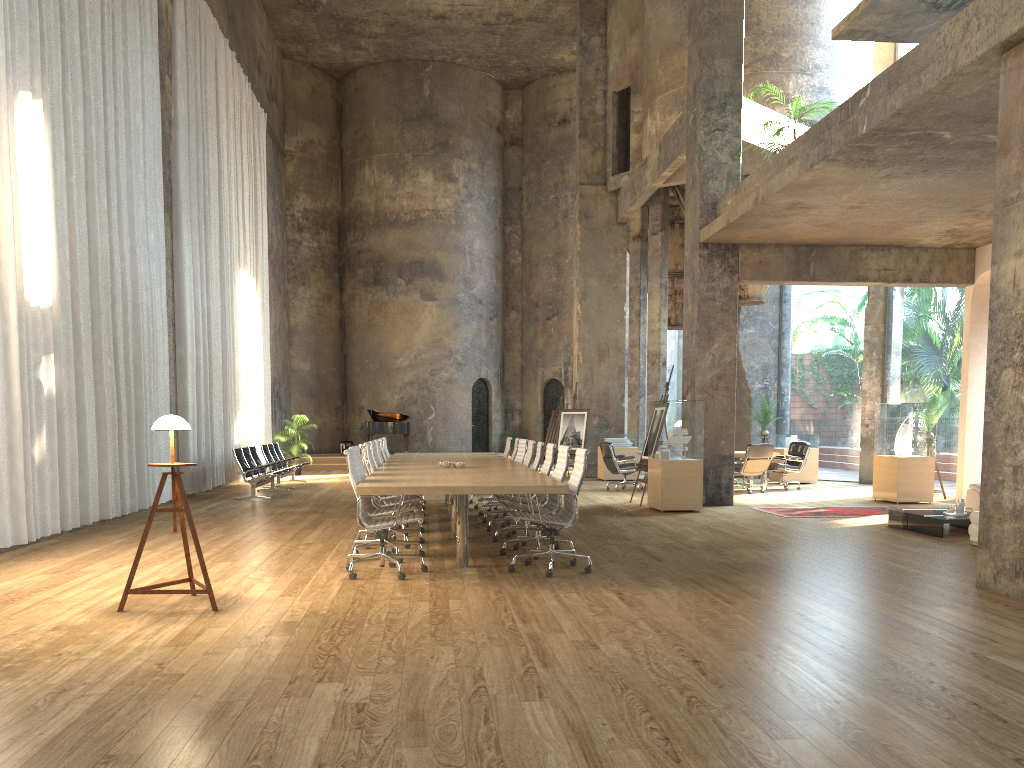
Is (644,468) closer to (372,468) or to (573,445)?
(573,445)

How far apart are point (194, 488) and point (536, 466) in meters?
7.3

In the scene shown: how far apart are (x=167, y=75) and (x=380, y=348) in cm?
1268

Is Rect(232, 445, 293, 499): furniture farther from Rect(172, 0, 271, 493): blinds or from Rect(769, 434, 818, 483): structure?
Rect(769, 434, 818, 483): structure

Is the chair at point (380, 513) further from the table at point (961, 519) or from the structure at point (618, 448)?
the structure at point (618, 448)

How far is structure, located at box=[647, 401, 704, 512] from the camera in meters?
12.1

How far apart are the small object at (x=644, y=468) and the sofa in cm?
438

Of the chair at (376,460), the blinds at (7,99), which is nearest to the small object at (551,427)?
the blinds at (7,99)

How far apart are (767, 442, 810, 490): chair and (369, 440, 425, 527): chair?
8.6m

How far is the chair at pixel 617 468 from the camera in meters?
15.8
